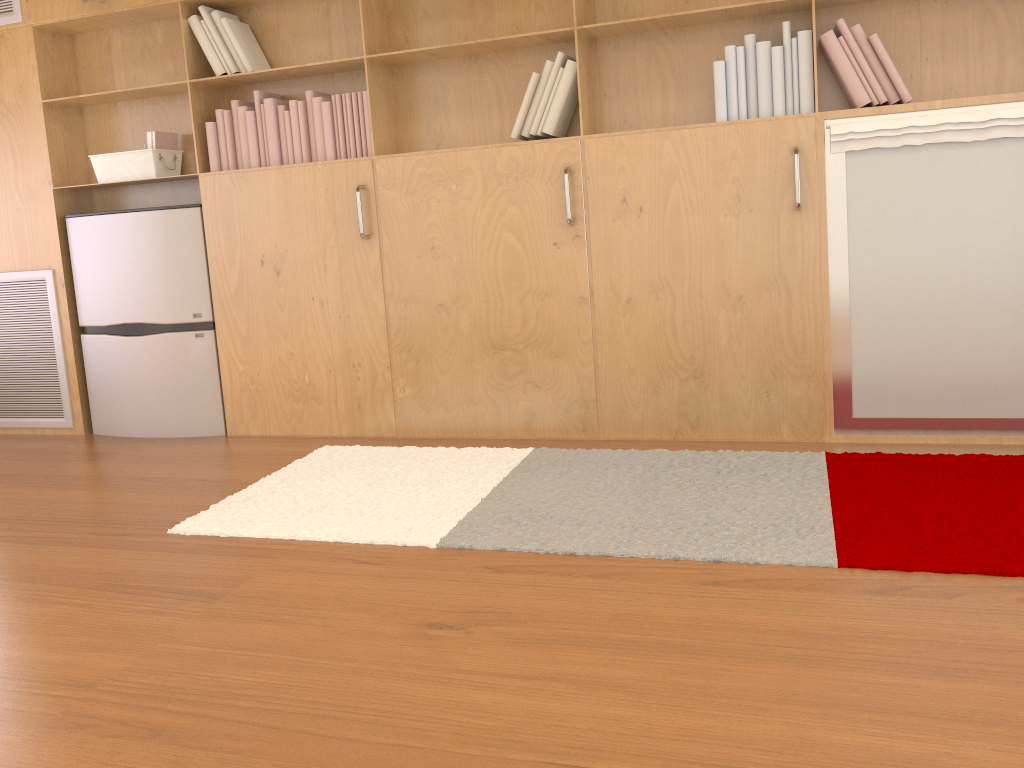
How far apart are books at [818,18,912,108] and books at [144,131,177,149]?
2.6m

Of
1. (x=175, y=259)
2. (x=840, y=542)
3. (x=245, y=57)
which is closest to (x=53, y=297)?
(x=175, y=259)

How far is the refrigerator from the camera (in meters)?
3.68

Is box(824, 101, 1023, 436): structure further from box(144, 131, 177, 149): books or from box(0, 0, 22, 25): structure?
box(0, 0, 22, 25): structure

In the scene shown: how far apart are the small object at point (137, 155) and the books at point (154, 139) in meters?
0.0

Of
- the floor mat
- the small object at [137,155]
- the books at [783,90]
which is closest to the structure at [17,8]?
the small object at [137,155]

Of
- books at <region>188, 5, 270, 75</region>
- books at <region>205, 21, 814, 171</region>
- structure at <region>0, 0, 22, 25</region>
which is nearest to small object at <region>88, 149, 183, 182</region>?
books at <region>205, 21, 814, 171</region>

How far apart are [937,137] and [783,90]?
0.5m

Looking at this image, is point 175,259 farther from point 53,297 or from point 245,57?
point 245,57

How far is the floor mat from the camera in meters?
2.2
